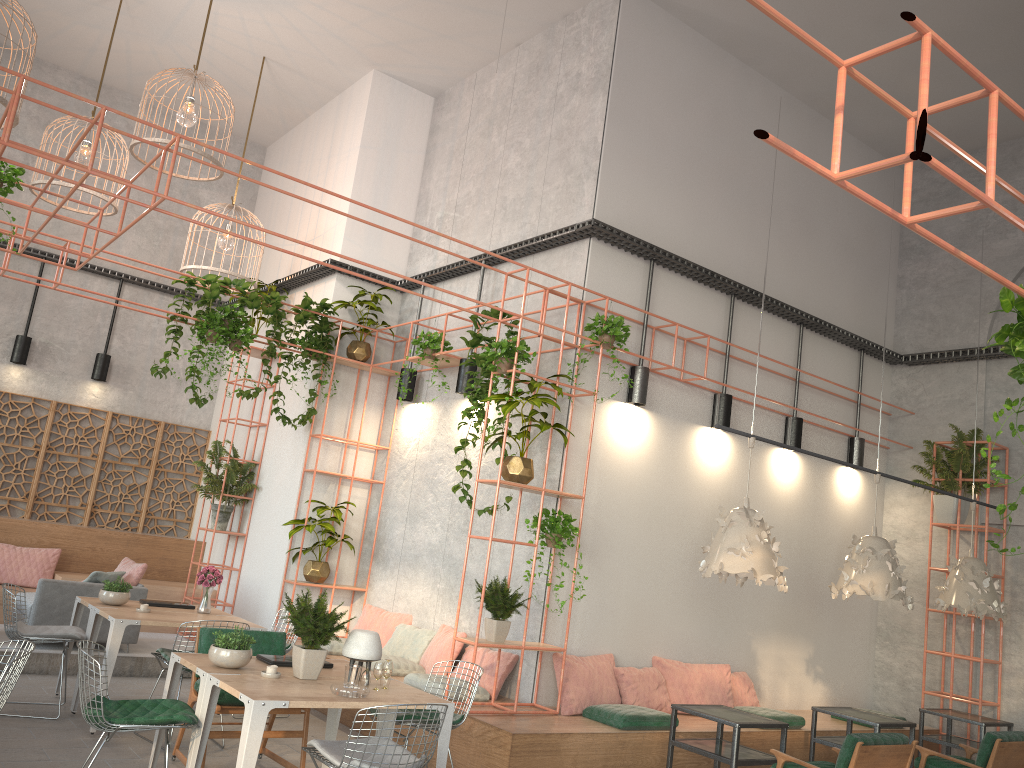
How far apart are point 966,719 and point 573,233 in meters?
5.8

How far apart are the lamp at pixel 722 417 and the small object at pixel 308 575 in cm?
414

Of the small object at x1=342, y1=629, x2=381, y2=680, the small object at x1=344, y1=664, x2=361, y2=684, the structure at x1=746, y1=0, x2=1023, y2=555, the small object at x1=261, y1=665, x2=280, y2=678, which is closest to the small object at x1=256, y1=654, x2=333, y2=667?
the small object at x1=261, y1=665, x2=280, y2=678

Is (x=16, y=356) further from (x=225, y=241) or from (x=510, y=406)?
(x=510, y=406)

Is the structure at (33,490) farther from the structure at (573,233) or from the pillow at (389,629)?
the pillow at (389,629)

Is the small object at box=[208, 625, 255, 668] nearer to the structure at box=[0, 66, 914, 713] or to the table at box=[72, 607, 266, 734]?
the table at box=[72, 607, 266, 734]

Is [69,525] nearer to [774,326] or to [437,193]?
[437,193]

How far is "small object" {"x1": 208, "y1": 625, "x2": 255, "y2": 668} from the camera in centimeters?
512cm

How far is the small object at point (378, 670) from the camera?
5.16m

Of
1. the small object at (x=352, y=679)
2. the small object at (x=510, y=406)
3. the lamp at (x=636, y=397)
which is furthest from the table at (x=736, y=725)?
the lamp at (x=636, y=397)
